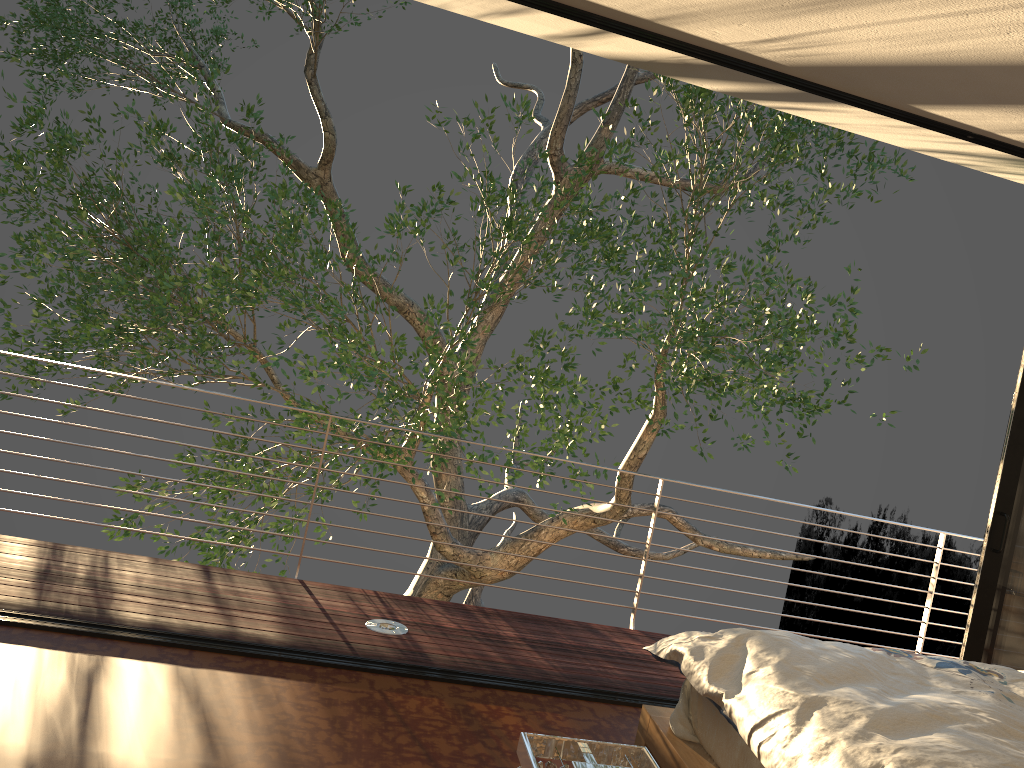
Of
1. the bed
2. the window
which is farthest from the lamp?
the window

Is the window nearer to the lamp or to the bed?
the bed

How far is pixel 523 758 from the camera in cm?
77

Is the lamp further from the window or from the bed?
the window

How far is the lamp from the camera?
0.8m

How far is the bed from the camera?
1.8m

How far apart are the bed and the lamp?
1.14m

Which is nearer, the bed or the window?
the bed

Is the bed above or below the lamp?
below

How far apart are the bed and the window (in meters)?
1.12
